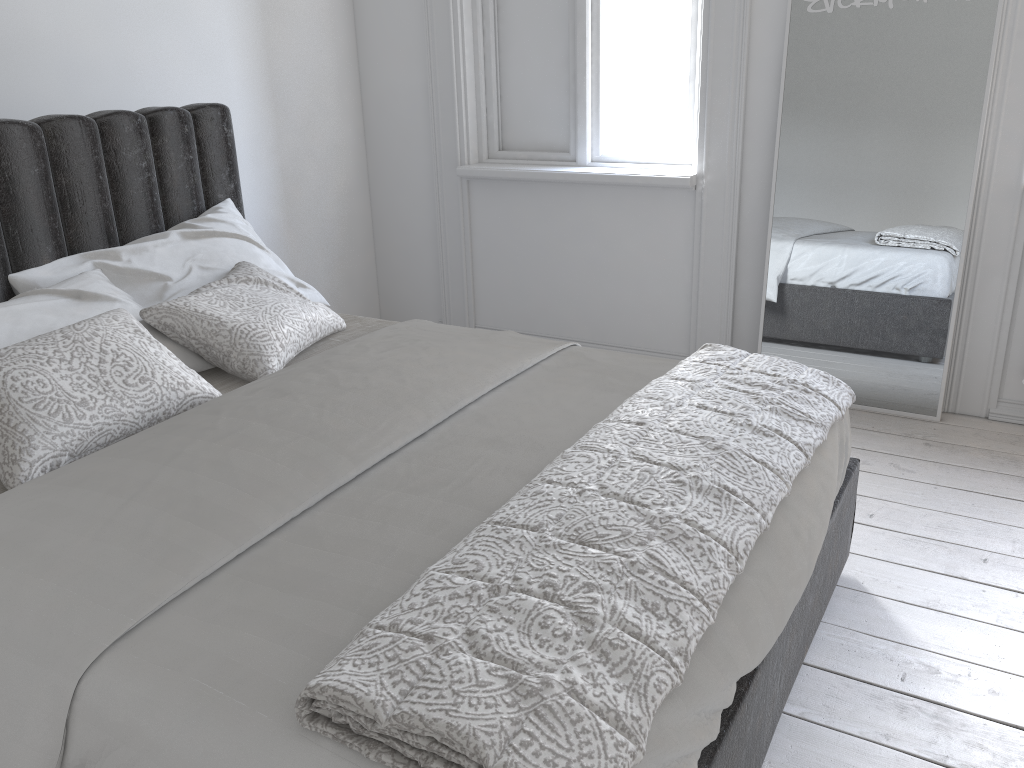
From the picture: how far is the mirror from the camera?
2.9m

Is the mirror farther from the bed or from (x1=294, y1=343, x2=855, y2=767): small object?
(x1=294, y1=343, x2=855, y2=767): small object

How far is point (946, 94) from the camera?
2.9 meters

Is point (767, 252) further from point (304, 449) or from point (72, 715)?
point (72, 715)

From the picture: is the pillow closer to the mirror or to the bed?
the bed

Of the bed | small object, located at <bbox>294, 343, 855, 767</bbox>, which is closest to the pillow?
the bed

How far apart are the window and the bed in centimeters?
136cm

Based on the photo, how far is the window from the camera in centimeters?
356cm

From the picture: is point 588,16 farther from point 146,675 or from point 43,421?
point 146,675

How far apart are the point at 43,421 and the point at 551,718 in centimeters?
126cm
